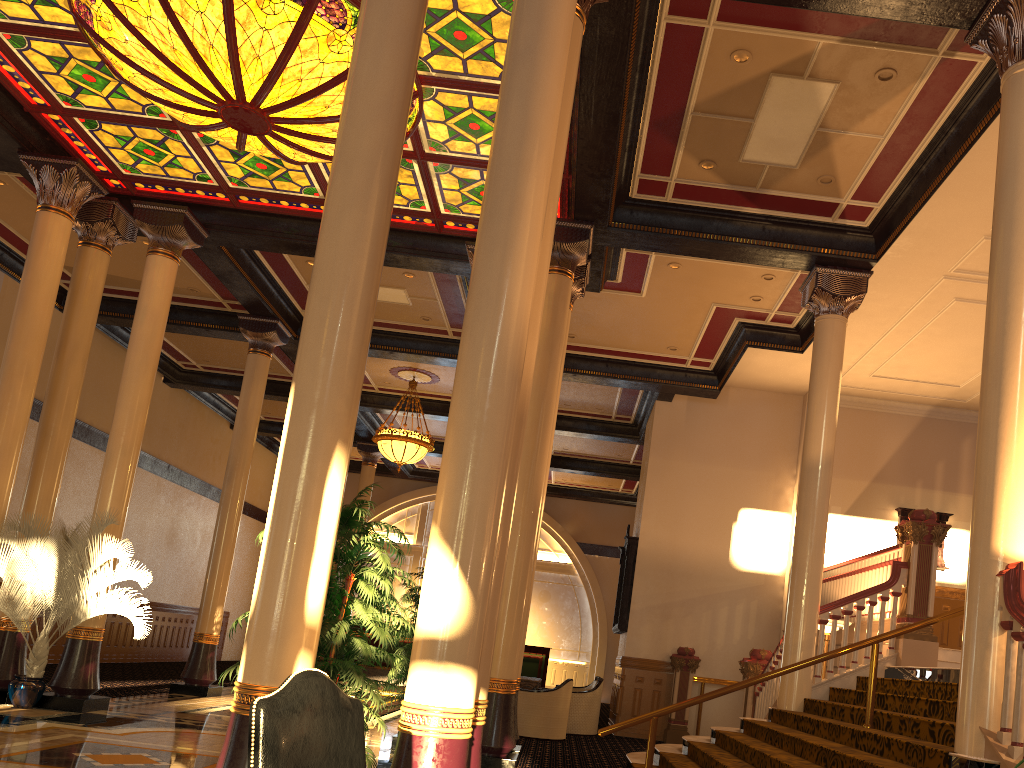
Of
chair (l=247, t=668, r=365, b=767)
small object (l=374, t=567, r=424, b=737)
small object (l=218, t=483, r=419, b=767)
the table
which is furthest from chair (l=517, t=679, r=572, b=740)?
chair (l=247, t=668, r=365, b=767)

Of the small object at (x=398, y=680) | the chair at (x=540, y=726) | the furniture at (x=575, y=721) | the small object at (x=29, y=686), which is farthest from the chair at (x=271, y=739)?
the furniture at (x=575, y=721)

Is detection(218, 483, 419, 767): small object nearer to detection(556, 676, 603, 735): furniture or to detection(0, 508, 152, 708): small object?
detection(0, 508, 152, 708): small object

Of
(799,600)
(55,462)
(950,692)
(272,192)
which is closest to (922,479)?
(799,600)

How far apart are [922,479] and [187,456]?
15.7m

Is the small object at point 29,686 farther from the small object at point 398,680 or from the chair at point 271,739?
the chair at point 271,739

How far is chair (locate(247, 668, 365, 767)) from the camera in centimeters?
254cm

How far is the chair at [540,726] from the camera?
11.9m

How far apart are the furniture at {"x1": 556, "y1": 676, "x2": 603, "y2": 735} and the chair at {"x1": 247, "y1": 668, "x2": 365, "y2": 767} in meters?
11.0

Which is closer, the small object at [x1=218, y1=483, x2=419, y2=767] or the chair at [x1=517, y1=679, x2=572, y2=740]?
the small object at [x1=218, y1=483, x2=419, y2=767]
